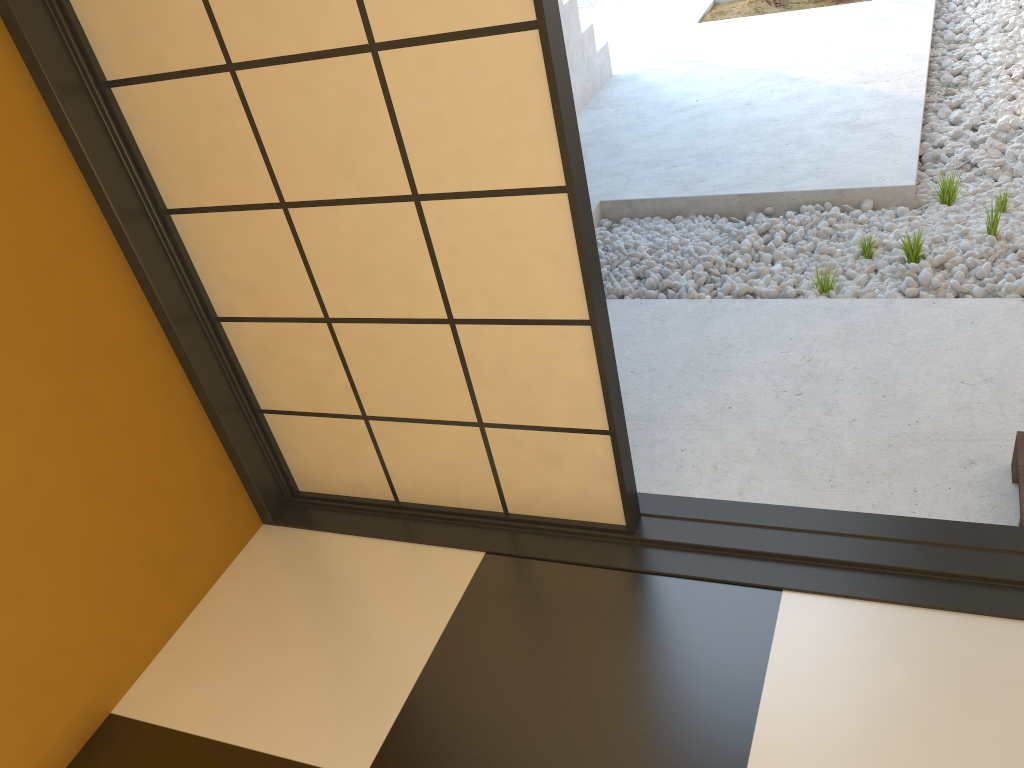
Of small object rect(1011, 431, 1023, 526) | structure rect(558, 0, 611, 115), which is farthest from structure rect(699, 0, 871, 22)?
small object rect(1011, 431, 1023, 526)

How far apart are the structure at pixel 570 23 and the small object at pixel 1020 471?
3.2 meters

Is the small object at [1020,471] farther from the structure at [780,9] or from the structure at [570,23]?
the structure at [780,9]

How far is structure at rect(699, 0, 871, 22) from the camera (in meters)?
5.59

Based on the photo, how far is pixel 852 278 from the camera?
3.0m

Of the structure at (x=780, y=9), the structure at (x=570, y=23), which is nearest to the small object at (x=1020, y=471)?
the structure at (x=570, y=23)

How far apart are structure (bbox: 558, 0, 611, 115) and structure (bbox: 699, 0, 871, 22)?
1.1m

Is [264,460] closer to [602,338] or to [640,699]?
[602,338]

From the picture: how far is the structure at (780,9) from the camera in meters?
5.6

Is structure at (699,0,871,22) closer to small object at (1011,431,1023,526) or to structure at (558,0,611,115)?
structure at (558,0,611,115)
